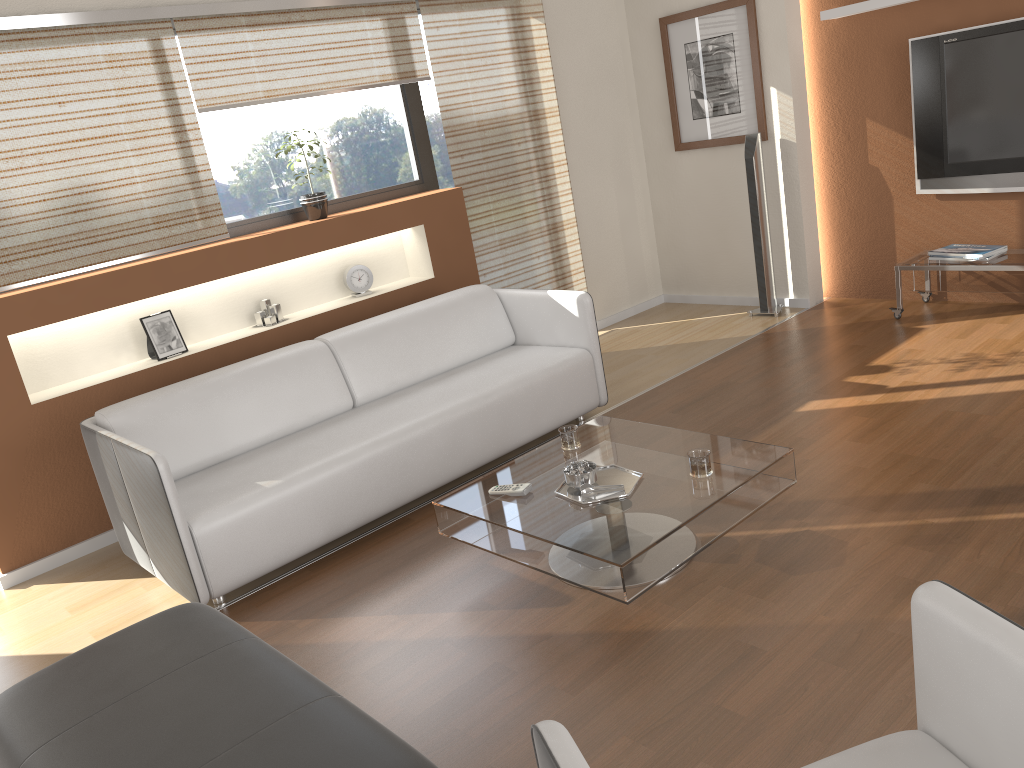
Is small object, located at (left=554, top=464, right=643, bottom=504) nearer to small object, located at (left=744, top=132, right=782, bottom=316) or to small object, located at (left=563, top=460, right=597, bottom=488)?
small object, located at (left=563, top=460, right=597, bottom=488)

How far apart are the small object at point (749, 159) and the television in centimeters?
90cm

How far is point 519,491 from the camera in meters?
3.0

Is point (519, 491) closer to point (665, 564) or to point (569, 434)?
point (569, 434)

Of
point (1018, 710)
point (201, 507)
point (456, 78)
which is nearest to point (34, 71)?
point (201, 507)

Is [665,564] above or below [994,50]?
below

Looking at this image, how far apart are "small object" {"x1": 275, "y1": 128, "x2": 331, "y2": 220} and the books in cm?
347

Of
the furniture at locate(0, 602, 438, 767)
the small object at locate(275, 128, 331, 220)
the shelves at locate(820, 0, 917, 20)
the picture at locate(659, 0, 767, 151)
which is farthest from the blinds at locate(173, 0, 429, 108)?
the furniture at locate(0, 602, 438, 767)

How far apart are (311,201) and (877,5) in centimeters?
335cm

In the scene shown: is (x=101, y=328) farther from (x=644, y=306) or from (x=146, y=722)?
(x=644, y=306)
